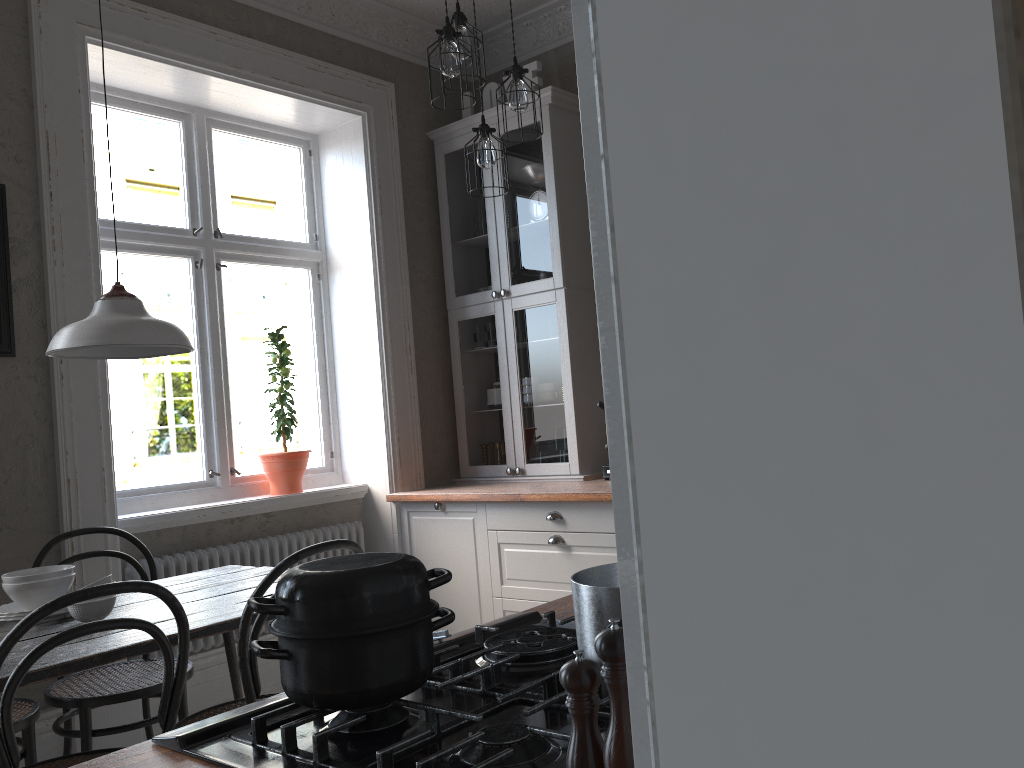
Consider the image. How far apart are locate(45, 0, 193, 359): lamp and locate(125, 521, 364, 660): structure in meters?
1.3 m

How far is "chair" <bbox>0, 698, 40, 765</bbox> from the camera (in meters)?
2.54

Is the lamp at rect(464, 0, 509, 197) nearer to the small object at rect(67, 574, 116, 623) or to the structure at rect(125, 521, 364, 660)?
the small object at rect(67, 574, 116, 623)

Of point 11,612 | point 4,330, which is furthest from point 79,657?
point 4,330

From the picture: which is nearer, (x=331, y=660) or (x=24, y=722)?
(x=331, y=660)

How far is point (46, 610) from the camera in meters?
1.7 m

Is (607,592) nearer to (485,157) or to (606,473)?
(485,157)

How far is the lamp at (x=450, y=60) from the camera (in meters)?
2.83

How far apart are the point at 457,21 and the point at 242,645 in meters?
2.1

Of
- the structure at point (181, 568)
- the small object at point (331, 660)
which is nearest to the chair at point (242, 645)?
the small object at point (331, 660)
